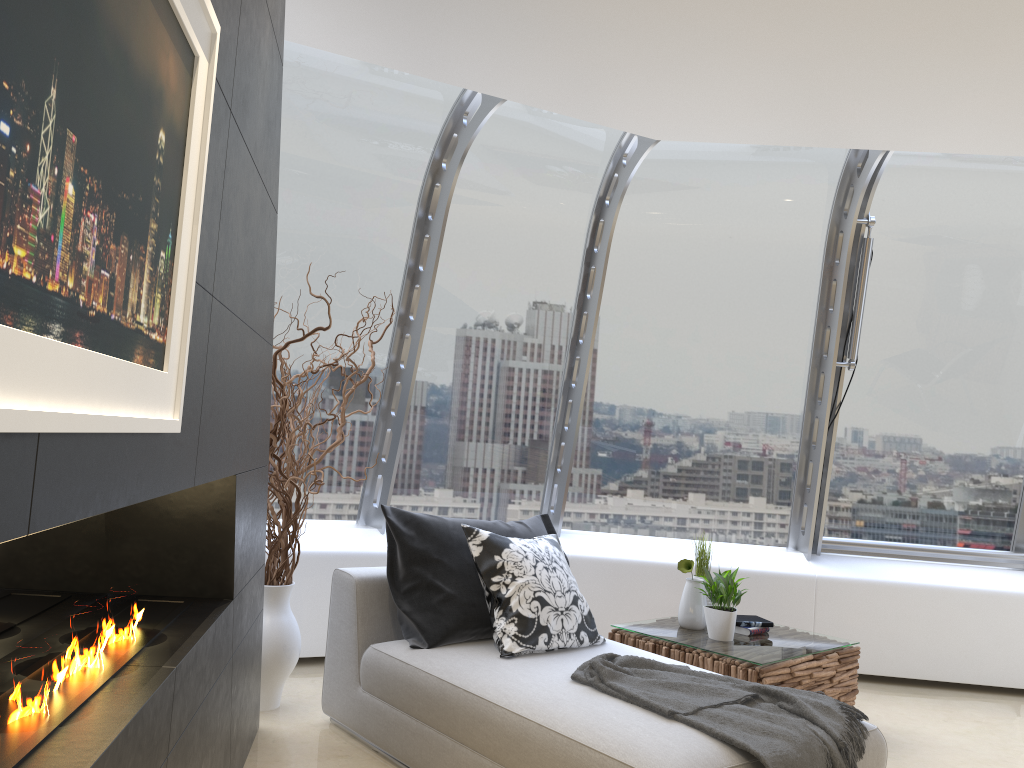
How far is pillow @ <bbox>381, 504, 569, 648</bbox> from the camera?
3.7m

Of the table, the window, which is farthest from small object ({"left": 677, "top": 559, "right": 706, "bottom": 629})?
the window

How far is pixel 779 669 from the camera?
4.01m

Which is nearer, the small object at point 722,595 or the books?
the small object at point 722,595

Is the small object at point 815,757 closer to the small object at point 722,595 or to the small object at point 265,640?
the small object at point 722,595

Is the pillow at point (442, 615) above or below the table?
above

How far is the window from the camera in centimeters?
504cm

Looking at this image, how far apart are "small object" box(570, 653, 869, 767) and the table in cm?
73

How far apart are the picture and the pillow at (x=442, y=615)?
2.23m

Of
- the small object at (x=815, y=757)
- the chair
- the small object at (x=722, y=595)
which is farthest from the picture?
the small object at (x=722, y=595)
